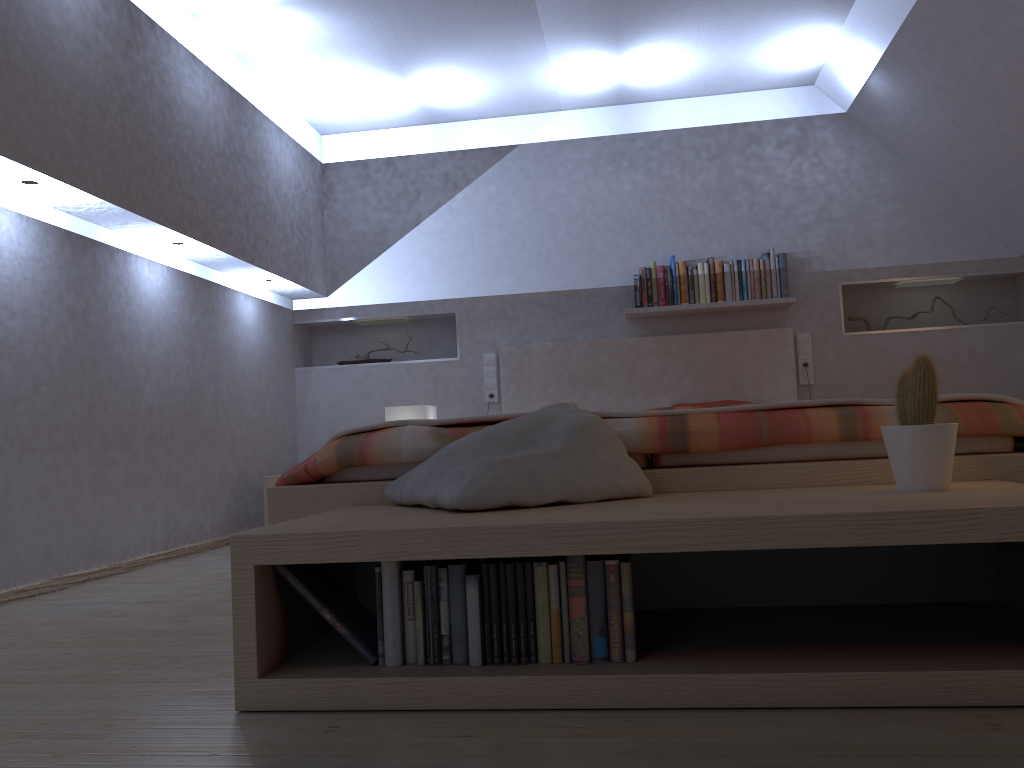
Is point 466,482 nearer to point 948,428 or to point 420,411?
point 948,428

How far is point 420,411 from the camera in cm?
473

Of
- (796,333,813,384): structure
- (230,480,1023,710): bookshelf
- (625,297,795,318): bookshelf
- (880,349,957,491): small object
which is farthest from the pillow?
(796,333,813,384): structure

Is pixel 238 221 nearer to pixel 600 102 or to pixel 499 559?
pixel 600 102

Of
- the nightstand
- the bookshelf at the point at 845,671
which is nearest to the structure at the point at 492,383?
the nightstand

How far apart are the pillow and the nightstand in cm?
245

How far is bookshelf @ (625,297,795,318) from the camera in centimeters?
481cm

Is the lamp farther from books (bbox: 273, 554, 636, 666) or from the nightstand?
books (bbox: 273, 554, 636, 666)

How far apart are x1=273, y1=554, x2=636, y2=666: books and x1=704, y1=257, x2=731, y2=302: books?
3.48m

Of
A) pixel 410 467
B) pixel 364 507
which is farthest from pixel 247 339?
pixel 364 507
